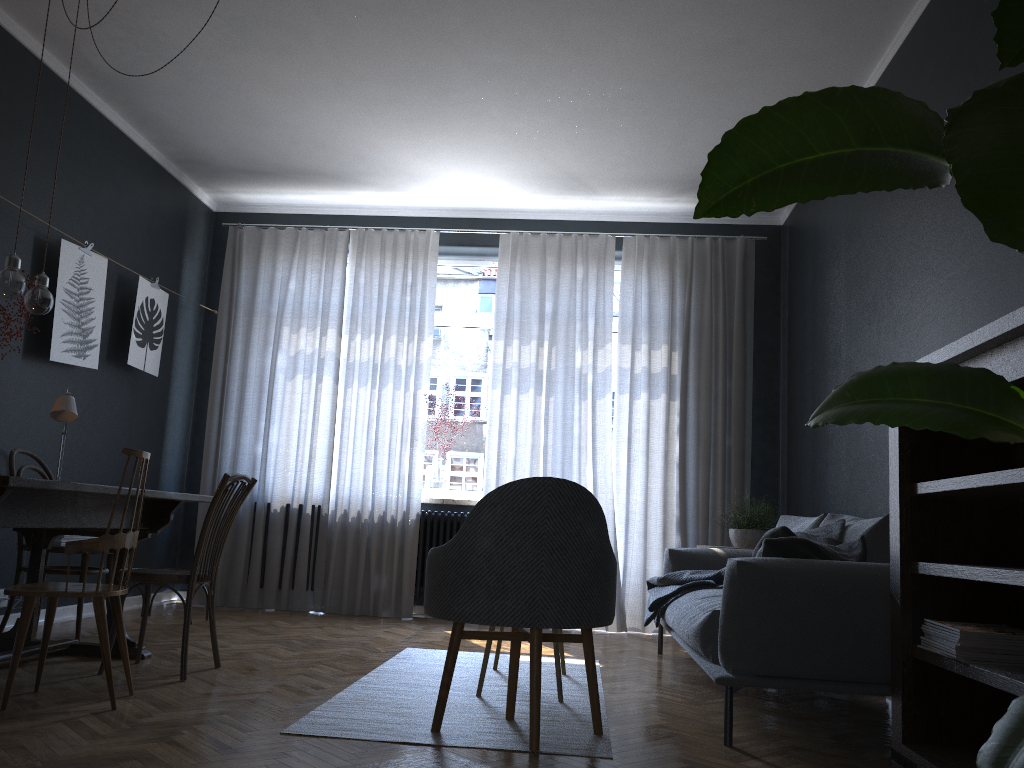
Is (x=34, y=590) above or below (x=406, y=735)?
above

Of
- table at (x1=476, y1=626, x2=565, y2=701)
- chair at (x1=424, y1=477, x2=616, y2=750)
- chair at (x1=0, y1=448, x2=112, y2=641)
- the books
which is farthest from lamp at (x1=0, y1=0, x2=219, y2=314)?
the books

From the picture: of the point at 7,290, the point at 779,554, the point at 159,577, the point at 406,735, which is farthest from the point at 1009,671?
the point at 7,290

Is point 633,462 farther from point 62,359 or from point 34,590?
point 34,590

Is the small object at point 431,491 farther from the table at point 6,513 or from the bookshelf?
the bookshelf

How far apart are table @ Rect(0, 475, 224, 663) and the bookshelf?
2.62m

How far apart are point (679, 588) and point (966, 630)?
2.0m

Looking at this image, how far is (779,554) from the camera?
3.0m

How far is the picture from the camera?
4.8m

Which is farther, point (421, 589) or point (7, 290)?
point (421, 589)
